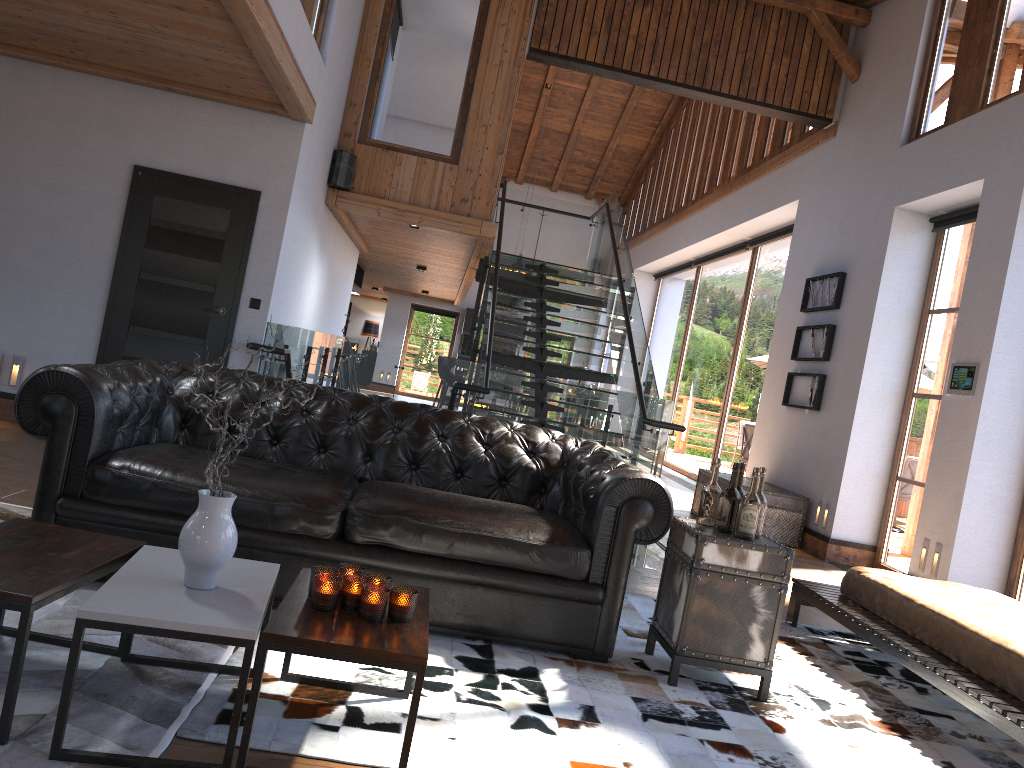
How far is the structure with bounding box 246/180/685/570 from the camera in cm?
748

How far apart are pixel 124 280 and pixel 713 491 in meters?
5.0

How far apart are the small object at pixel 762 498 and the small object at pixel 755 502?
0.11m

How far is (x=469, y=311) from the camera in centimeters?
2035cm

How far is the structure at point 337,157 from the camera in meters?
8.4

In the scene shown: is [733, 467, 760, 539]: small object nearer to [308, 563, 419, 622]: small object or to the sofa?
the sofa

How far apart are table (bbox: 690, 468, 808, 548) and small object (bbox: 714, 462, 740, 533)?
4.48m

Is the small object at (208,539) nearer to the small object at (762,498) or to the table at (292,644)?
the table at (292,644)

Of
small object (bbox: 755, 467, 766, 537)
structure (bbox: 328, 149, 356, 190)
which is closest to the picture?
structure (bbox: 328, 149, 356, 190)

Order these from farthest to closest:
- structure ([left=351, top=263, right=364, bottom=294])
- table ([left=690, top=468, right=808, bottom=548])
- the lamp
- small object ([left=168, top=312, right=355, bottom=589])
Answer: the lamp
structure ([left=351, top=263, right=364, bottom=294])
table ([left=690, top=468, right=808, bottom=548])
small object ([left=168, top=312, right=355, bottom=589])
